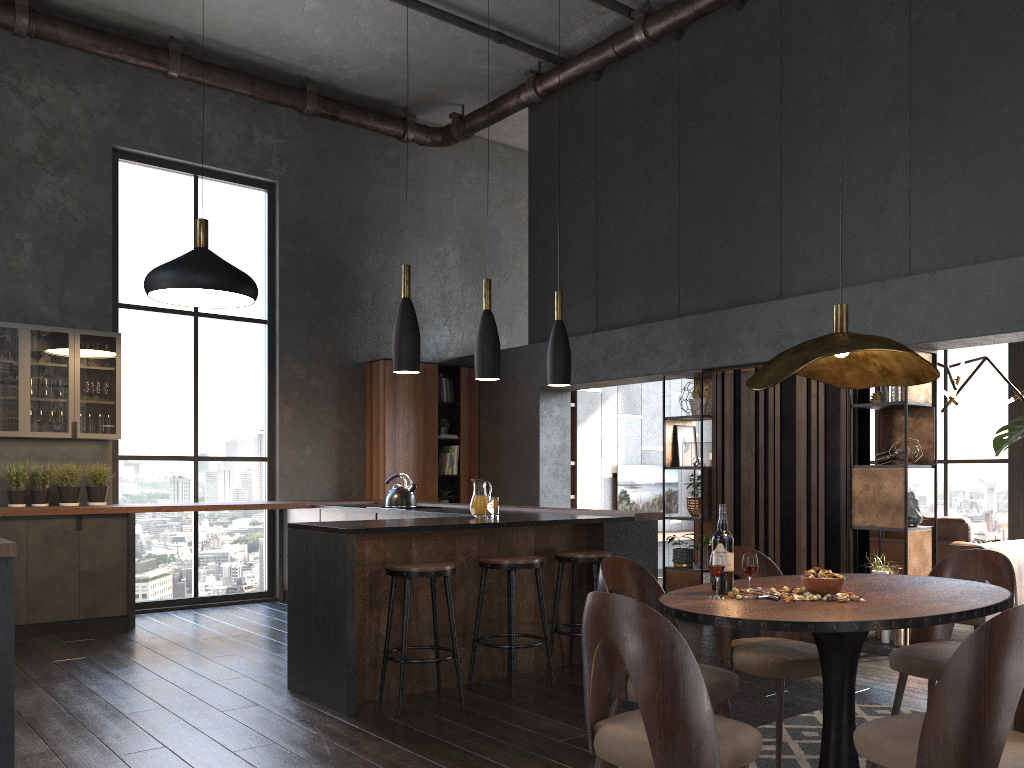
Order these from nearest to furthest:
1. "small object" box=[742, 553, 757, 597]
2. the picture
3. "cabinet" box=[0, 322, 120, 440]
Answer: "small object" box=[742, 553, 757, 597]
"cabinet" box=[0, 322, 120, 440]
the picture

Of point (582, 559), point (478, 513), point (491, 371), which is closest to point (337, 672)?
point (478, 513)

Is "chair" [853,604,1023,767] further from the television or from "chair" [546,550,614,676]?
the television

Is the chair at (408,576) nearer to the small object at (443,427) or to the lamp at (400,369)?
the lamp at (400,369)

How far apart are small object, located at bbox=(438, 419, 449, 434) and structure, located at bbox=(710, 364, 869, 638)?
3.2 meters

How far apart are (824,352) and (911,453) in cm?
362

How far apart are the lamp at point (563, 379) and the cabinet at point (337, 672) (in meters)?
0.93

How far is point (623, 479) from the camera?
10.6 meters

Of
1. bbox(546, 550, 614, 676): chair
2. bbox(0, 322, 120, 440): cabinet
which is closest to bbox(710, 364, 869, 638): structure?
bbox(546, 550, 614, 676): chair

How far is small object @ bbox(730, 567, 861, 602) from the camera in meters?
2.7 m
